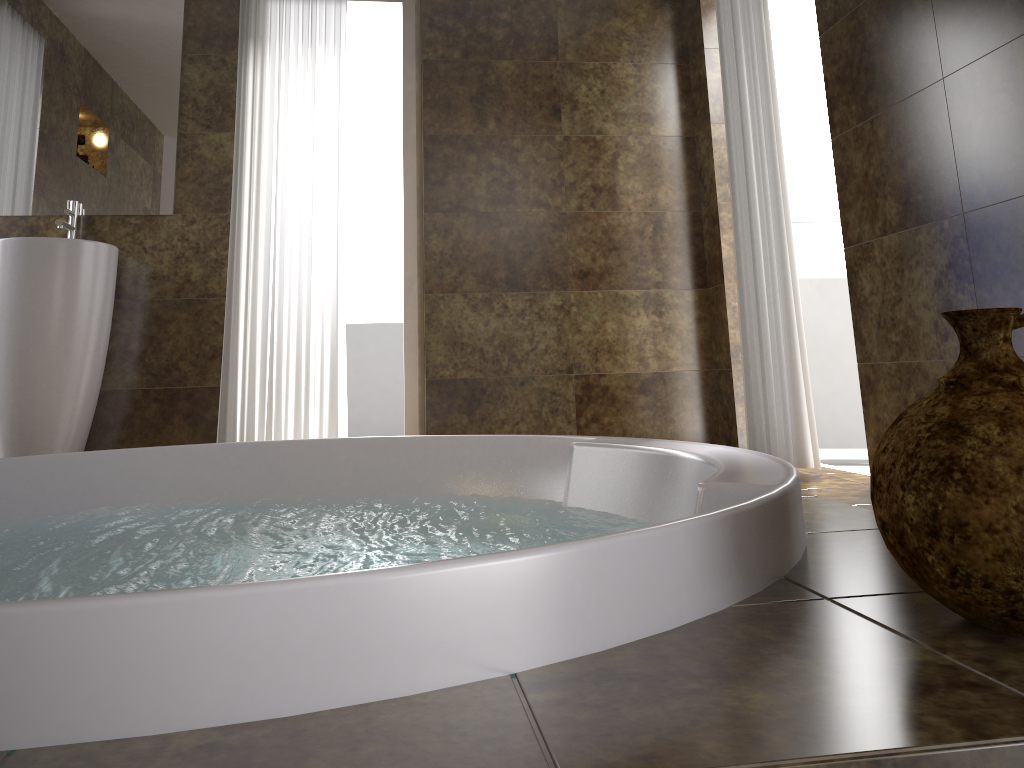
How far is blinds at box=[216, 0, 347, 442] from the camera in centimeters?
357cm

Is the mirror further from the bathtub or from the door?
the door

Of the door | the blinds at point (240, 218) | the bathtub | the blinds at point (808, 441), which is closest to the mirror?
the blinds at point (240, 218)

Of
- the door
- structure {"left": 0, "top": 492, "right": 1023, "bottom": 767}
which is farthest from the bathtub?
the door

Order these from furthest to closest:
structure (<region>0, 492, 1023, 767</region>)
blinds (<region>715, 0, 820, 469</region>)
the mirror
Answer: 1. the mirror
2. blinds (<region>715, 0, 820, 469</region>)
3. structure (<region>0, 492, 1023, 767</region>)

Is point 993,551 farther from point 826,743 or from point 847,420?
point 847,420

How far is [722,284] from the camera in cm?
373

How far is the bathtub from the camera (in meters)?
0.62

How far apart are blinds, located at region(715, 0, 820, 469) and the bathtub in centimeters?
123cm

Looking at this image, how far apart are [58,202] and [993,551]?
3.69m
